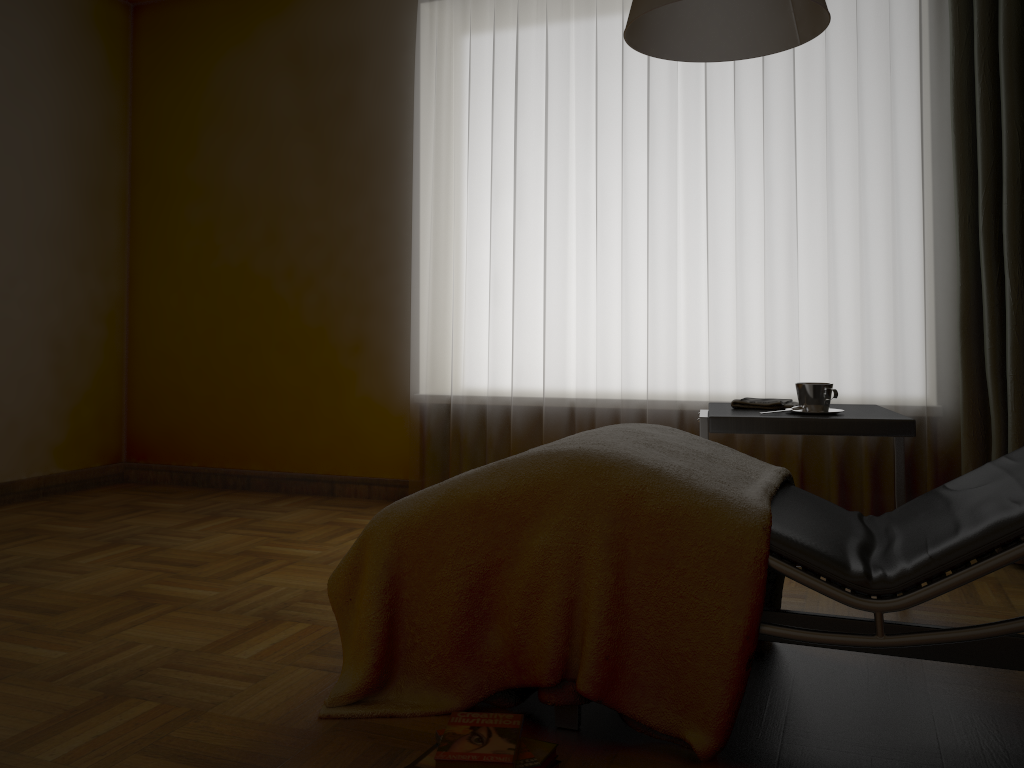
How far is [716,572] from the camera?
1.6 meters

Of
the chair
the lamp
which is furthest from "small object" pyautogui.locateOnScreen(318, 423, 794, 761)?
the lamp

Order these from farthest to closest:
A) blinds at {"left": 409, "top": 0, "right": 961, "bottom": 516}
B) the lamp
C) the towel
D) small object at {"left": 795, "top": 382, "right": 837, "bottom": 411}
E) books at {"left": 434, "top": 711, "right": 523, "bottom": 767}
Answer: blinds at {"left": 409, "top": 0, "right": 961, "bottom": 516} → the towel → small object at {"left": 795, "top": 382, "right": 837, "bottom": 411} → the lamp → books at {"left": 434, "top": 711, "right": 523, "bottom": 767}

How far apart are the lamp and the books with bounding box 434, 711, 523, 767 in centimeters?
140cm

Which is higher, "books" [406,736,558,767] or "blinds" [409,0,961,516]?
"blinds" [409,0,961,516]

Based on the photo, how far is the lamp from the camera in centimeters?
200cm

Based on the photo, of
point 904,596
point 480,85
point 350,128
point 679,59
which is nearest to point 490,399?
point 480,85

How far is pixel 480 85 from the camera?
3.70m

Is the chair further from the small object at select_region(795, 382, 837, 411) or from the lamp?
the lamp

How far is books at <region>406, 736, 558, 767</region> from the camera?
1.5 meters
